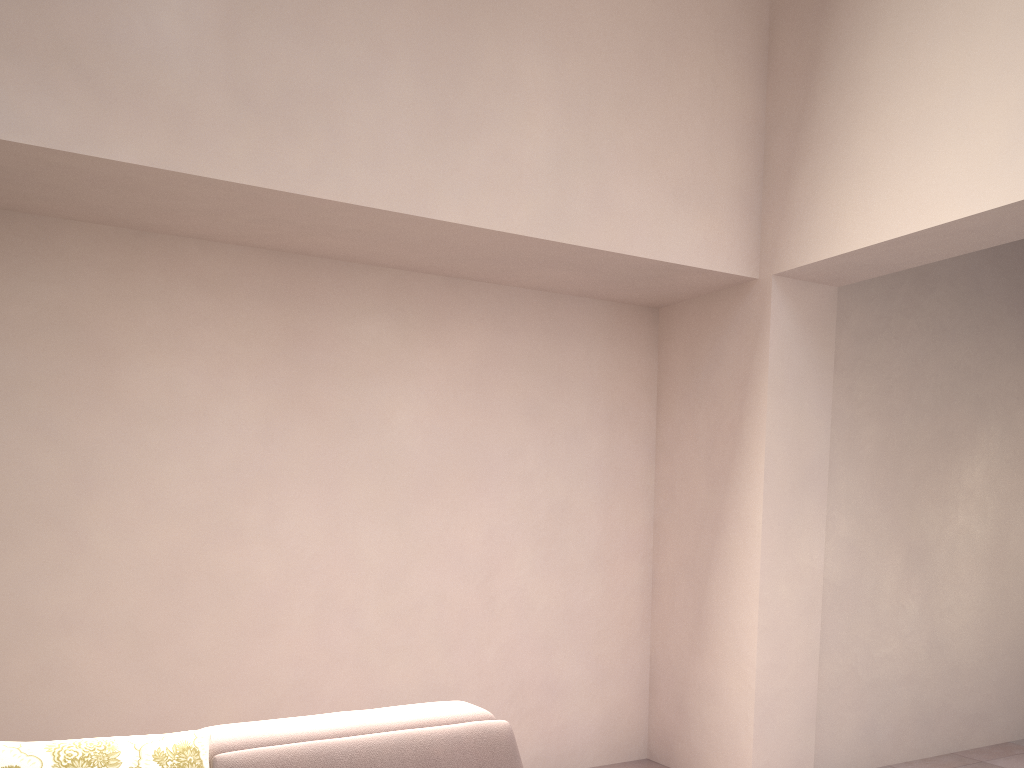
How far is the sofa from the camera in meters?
1.9 m

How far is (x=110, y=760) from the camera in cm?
194

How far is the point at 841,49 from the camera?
3.21m

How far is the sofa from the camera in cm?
194

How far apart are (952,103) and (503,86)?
1.51m
